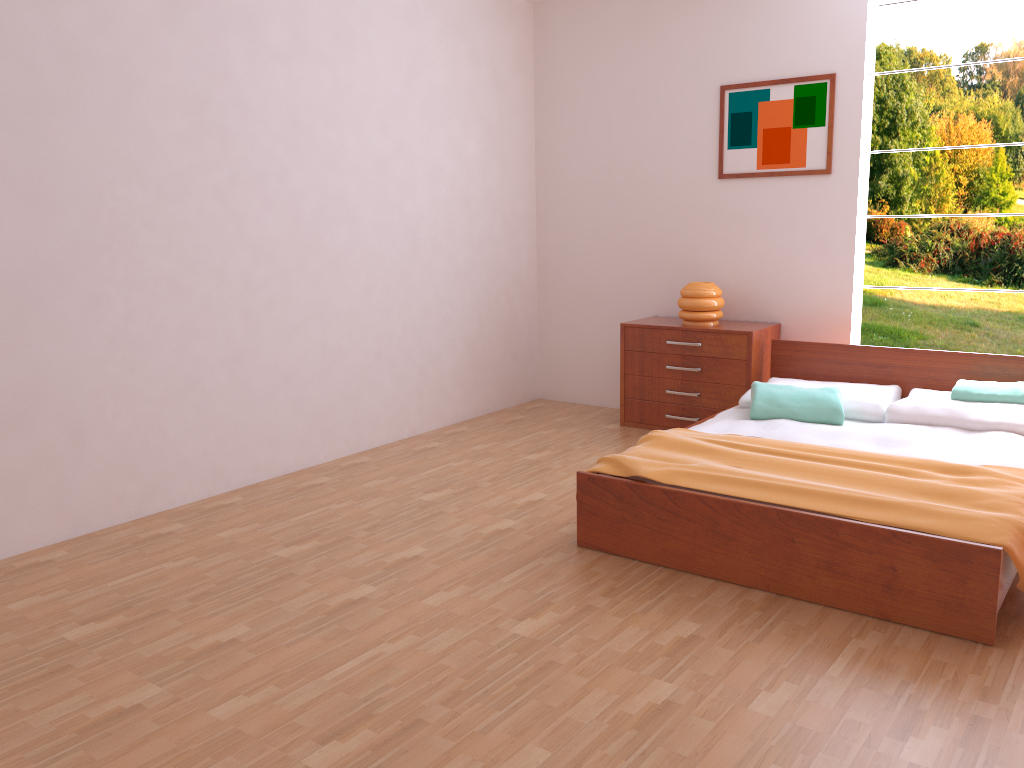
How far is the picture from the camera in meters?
4.7 m

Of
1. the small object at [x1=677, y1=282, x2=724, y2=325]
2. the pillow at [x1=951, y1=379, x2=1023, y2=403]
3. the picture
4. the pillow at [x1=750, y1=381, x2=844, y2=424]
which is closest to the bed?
the pillow at [x1=750, y1=381, x2=844, y2=424]

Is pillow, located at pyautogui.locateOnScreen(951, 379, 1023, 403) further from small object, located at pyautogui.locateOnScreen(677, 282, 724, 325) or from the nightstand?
small object, located at pyautogui.locateOnScreen(677, 282, 724, 325)

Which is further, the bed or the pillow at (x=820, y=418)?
the pillow at (x=820, y=418)

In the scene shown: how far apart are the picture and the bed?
0.9m

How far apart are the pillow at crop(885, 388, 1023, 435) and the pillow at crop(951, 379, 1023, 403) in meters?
0.0

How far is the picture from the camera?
4.75m

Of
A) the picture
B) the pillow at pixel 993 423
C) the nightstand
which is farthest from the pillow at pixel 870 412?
the picture

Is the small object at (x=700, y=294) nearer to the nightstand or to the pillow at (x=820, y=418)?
the nightstand

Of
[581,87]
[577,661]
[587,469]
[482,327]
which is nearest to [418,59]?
[581,87]
